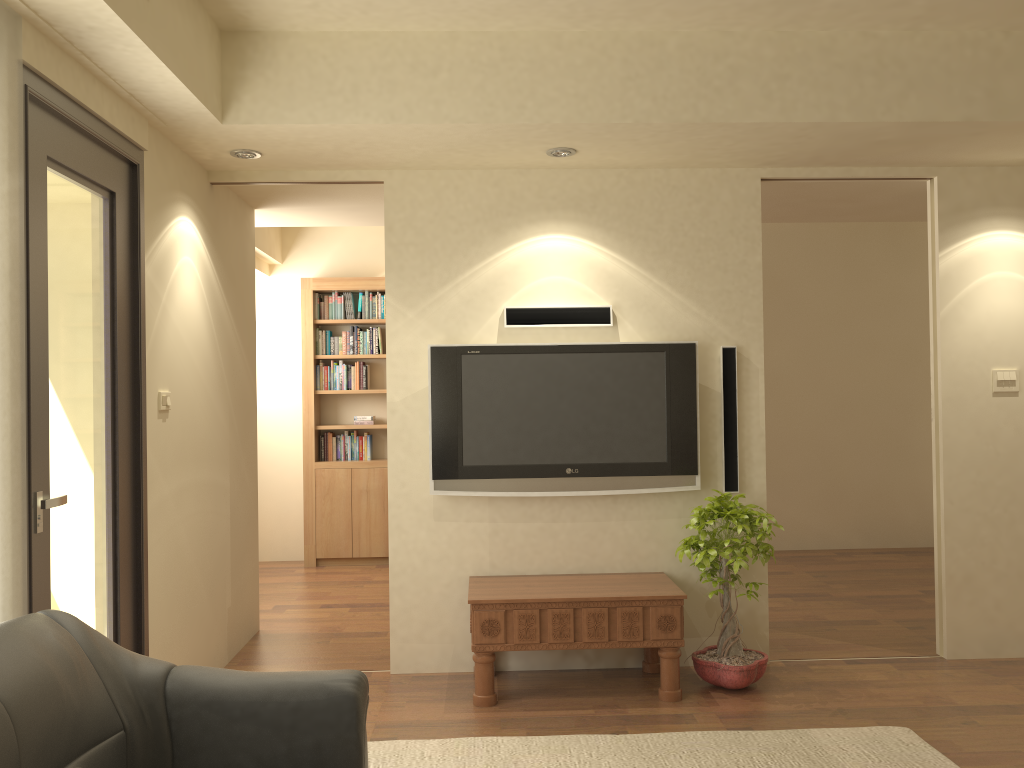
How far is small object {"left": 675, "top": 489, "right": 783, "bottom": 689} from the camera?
4.1 meters

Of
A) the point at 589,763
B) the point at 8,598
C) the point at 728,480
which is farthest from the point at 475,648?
the point at 8,598

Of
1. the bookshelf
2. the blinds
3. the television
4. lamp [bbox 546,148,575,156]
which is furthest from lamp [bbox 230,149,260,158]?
the bookshelf

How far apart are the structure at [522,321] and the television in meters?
0.1 m

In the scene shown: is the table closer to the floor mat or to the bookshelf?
the floor mat

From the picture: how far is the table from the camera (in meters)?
4.06

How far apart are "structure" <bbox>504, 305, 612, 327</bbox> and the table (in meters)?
1.30

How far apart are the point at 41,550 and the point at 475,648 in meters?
1.9 m

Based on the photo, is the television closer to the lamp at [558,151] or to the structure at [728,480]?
the structure at [728,480]

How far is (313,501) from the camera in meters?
7.5 m
